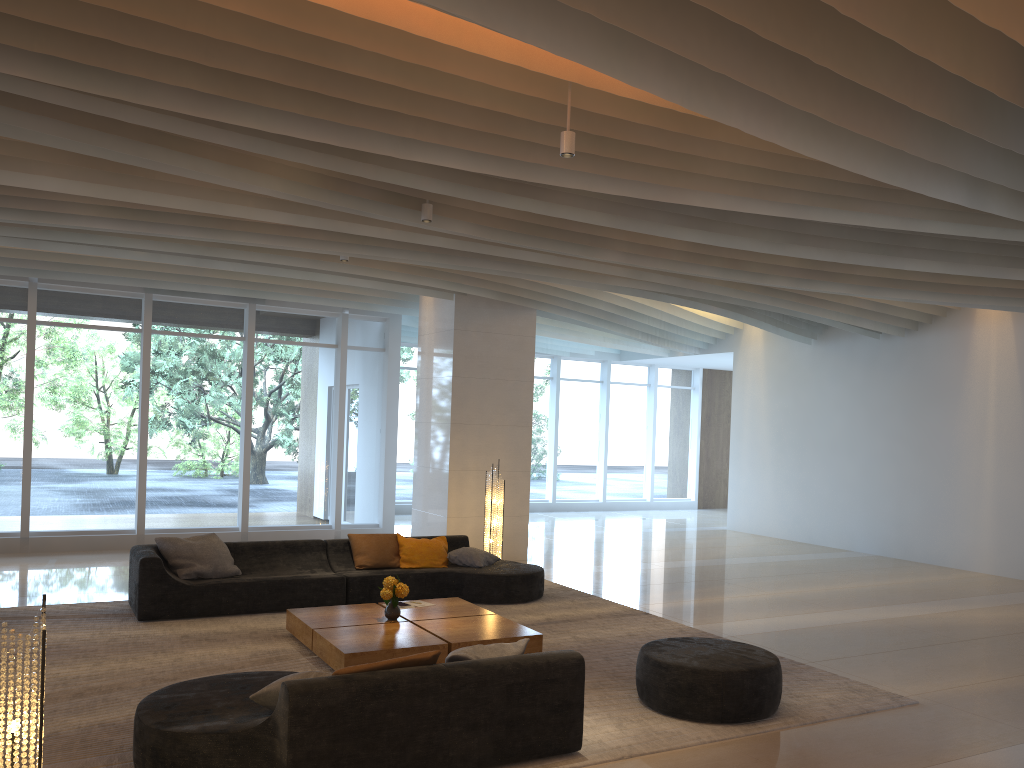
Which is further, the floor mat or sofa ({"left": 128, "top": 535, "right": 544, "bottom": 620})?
sofa ({"left": 128, "top": 535, "right": 544, "bottom": 620})

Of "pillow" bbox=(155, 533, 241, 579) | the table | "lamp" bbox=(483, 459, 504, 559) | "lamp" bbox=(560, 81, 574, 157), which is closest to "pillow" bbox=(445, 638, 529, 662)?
the table

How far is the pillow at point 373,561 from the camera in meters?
9.3 m

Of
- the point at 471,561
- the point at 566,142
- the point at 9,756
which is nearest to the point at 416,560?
the point at 471,561

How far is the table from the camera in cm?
639

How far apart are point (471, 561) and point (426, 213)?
3.97m

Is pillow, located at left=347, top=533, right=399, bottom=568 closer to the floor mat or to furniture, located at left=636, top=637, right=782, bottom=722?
the floor mat

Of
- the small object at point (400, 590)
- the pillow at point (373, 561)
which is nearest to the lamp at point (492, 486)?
the pillow at point (373, 561)

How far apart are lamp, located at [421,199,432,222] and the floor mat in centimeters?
359cm

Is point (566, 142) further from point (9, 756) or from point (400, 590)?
point (9, 756)
